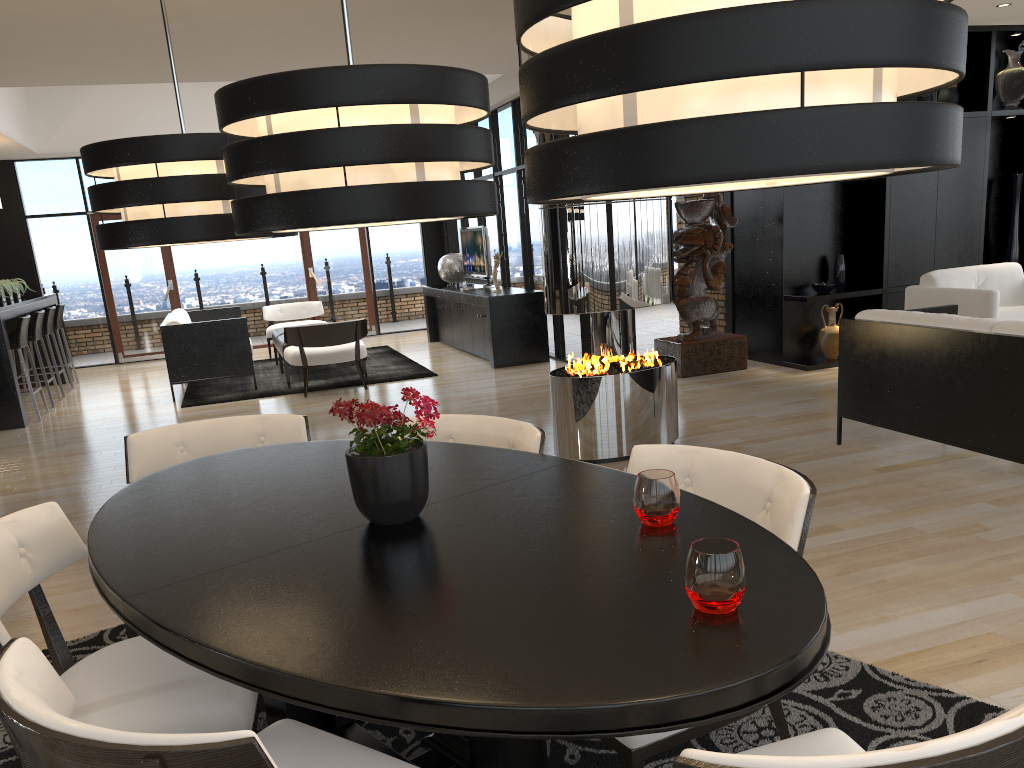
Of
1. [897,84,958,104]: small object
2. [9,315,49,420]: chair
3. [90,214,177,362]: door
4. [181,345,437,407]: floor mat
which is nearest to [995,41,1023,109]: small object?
[897,84,958,104]: small object

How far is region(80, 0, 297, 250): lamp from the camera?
2.24m

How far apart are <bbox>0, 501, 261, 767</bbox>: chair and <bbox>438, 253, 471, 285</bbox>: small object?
9.2m

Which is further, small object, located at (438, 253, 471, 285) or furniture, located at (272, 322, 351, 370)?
small object, located at (438, 253, 471, 285)

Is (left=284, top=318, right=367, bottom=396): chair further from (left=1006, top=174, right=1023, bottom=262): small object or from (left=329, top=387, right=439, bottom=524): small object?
(left=329, top=387, right=439, bottom=524): small object

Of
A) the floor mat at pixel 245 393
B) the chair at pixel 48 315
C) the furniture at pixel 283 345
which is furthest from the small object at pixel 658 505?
the chair at pixel 48 315

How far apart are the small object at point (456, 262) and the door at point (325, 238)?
2.3m

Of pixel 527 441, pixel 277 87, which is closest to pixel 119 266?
pixel 527 441

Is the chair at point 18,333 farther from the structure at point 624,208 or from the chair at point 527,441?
the chair at point 527,441

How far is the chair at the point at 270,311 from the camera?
11.6 meters
